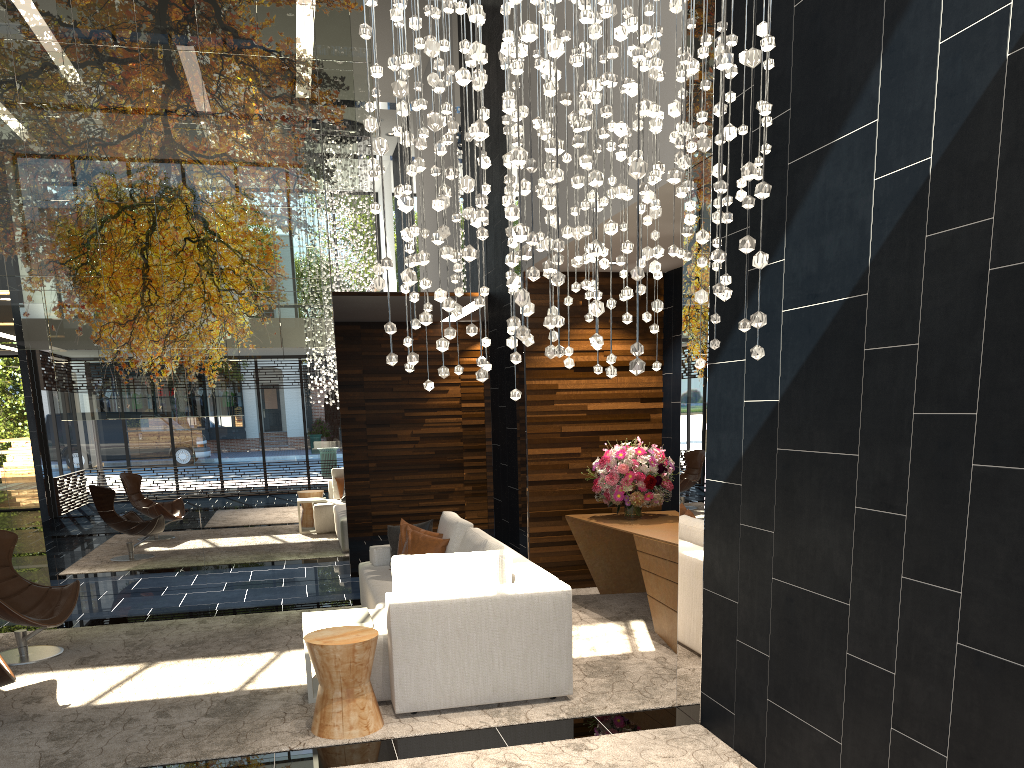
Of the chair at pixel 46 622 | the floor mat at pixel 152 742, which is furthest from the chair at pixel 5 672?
the chair at pixel 46 622

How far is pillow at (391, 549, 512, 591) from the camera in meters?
4.7

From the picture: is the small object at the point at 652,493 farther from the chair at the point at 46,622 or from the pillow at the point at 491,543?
the chair at the point at 46,622

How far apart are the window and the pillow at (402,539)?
12.50m

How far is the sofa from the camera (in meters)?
4.51

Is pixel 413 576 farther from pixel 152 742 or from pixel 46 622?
pixel 46 622

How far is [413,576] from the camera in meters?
4.7

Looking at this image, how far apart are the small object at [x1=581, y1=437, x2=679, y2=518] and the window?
13.23m

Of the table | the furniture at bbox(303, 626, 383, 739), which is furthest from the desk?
the furniture at bbox(303, 626, 383, 739)

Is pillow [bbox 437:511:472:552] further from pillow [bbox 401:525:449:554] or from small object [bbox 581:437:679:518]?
small object [bbox 581:437:679:518]
